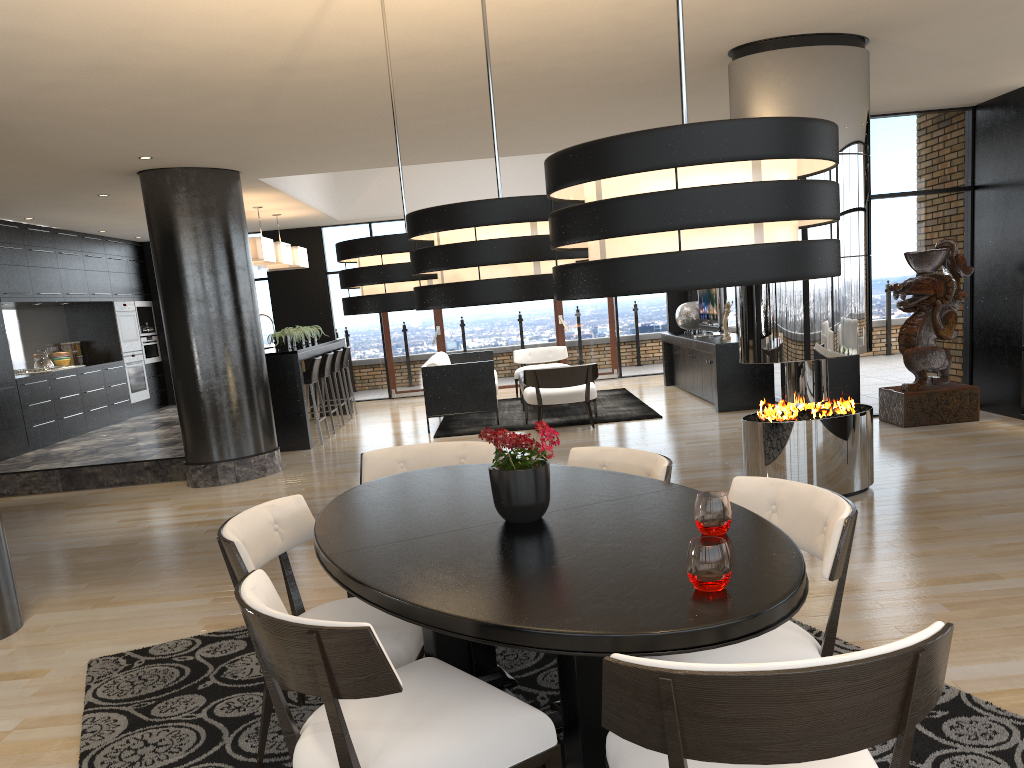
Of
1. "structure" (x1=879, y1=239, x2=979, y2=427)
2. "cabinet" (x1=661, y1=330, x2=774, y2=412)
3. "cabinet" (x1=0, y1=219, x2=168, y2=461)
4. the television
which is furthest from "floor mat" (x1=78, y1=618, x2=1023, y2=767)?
the television

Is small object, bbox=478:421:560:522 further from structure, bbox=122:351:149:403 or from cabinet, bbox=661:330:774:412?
structure, bbox=122:351:149:403

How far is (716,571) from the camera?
1.9m

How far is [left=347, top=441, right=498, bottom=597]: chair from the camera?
3.9m

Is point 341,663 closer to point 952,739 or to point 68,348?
point 952,739

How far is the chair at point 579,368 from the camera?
9.17m

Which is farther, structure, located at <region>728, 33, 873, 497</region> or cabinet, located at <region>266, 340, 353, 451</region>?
cabinet, located at <region>266, 340, 353, 451</region>

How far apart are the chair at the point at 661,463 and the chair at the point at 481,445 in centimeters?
44cm

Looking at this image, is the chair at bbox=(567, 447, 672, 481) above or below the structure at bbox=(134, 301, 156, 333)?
below

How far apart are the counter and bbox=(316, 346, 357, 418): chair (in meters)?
0.74
